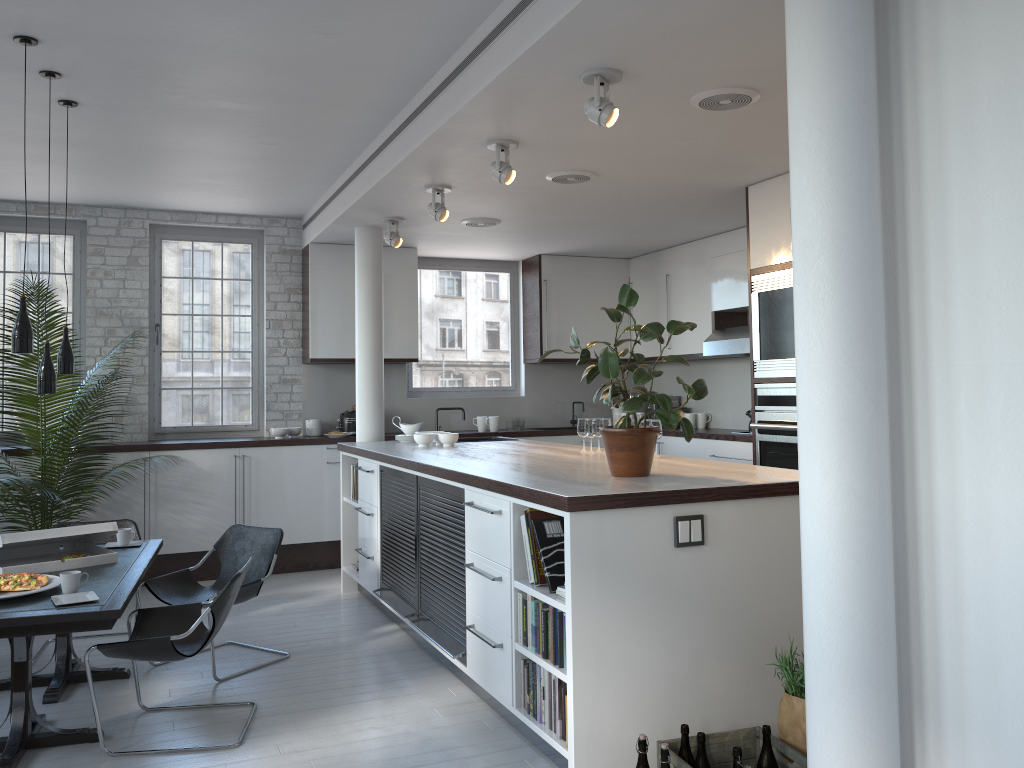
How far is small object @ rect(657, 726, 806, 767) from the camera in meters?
3.4

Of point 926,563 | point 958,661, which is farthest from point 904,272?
point 958,661

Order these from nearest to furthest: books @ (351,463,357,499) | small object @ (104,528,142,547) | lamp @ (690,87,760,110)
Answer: lamp @ (690,87,760,110)
small object @ (104,528,142,547)
books @ (351,463,357,499)

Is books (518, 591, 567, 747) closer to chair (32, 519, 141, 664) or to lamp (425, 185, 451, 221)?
lamp (425, 185, 451, 221)

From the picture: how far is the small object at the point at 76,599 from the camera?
4.0 meters

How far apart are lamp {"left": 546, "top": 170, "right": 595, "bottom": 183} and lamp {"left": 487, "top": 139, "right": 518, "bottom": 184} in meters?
0.7 m

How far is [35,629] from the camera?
3.7 meters

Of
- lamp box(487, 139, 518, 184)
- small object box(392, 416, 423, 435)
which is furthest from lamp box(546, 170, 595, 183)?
small object box(392, 416, 423, 435)

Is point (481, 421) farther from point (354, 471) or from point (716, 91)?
point (716, 91)

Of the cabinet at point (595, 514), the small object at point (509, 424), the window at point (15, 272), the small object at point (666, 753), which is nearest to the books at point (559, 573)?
the cabinet at point (595, 514)
